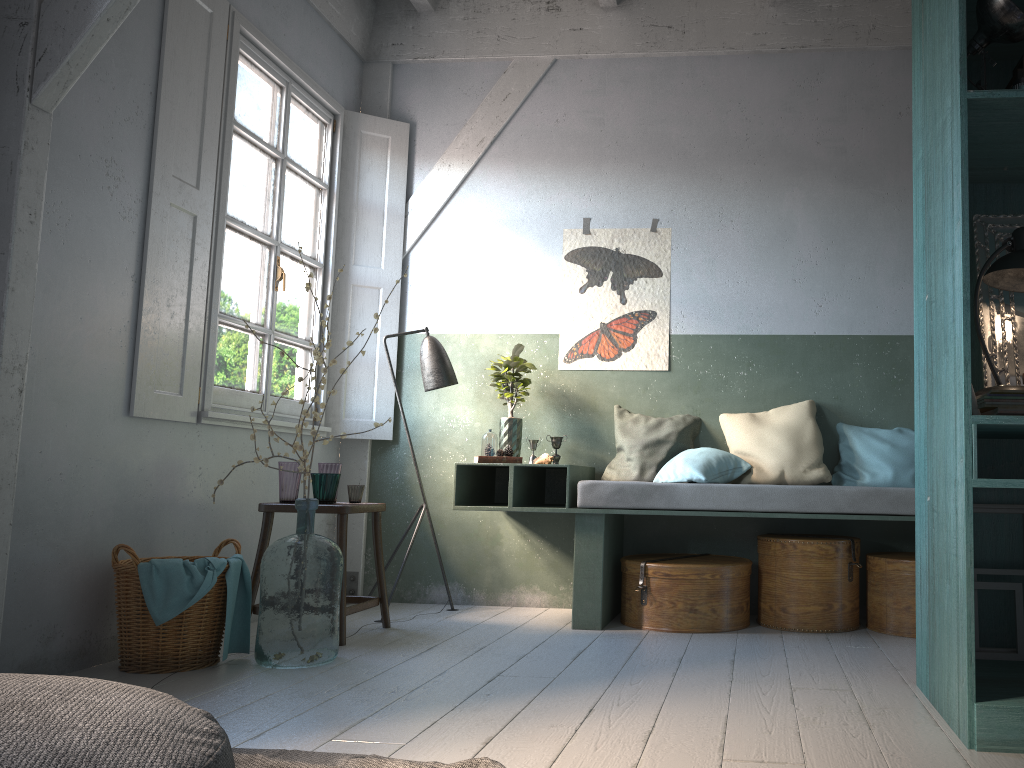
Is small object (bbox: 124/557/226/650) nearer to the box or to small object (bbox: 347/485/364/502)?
small object (bbox: 347/485/364/502)

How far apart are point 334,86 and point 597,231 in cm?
209

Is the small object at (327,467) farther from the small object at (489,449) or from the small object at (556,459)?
the small object at (556,459)

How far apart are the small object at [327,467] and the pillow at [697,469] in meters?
1.9 m

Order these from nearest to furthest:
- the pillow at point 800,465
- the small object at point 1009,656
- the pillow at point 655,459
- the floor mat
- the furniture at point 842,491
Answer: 1. the floor mat
2. the small object at point 1009,656
3. the furniture at point 842,491
4. the pillow at point 800,465
5. the pillow at point 655,459

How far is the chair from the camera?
4.65m

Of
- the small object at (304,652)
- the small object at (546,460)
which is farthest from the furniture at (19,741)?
the small object at (546,460)

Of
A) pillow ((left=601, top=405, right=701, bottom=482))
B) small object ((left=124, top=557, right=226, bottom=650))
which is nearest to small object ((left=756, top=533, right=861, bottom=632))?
pillow ((left=601, top=405, right=701, bottom=482))

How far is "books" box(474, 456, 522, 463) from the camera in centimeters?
524cm

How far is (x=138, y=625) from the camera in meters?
3.9
